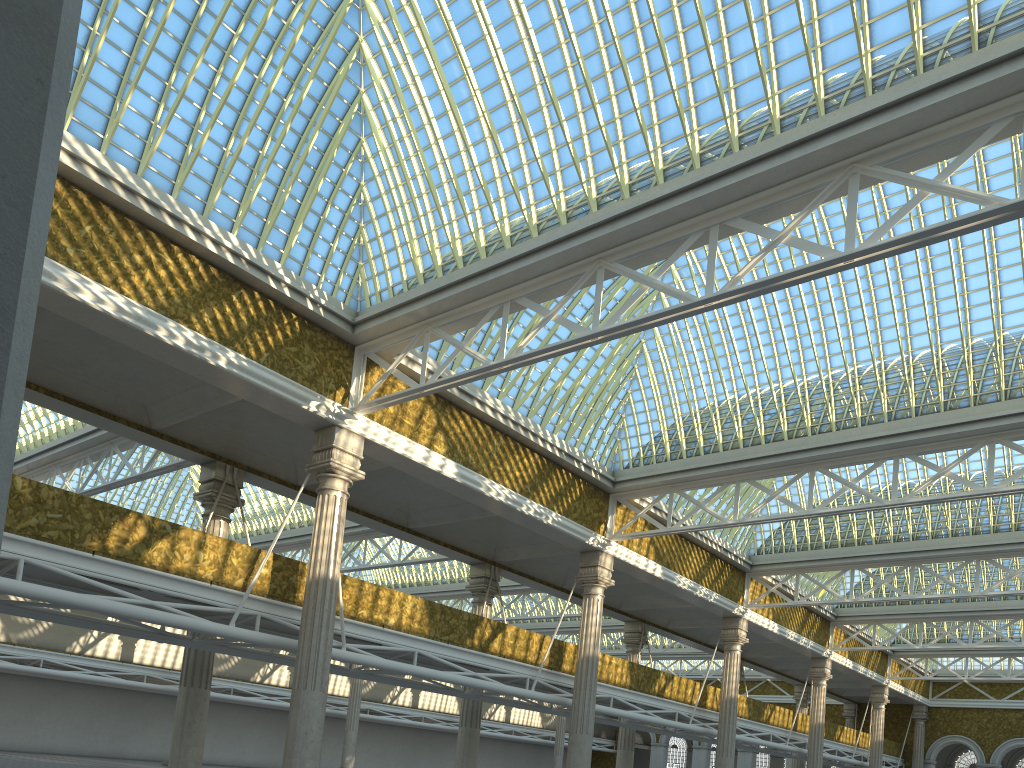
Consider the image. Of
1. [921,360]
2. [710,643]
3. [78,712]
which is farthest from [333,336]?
[78,712]
